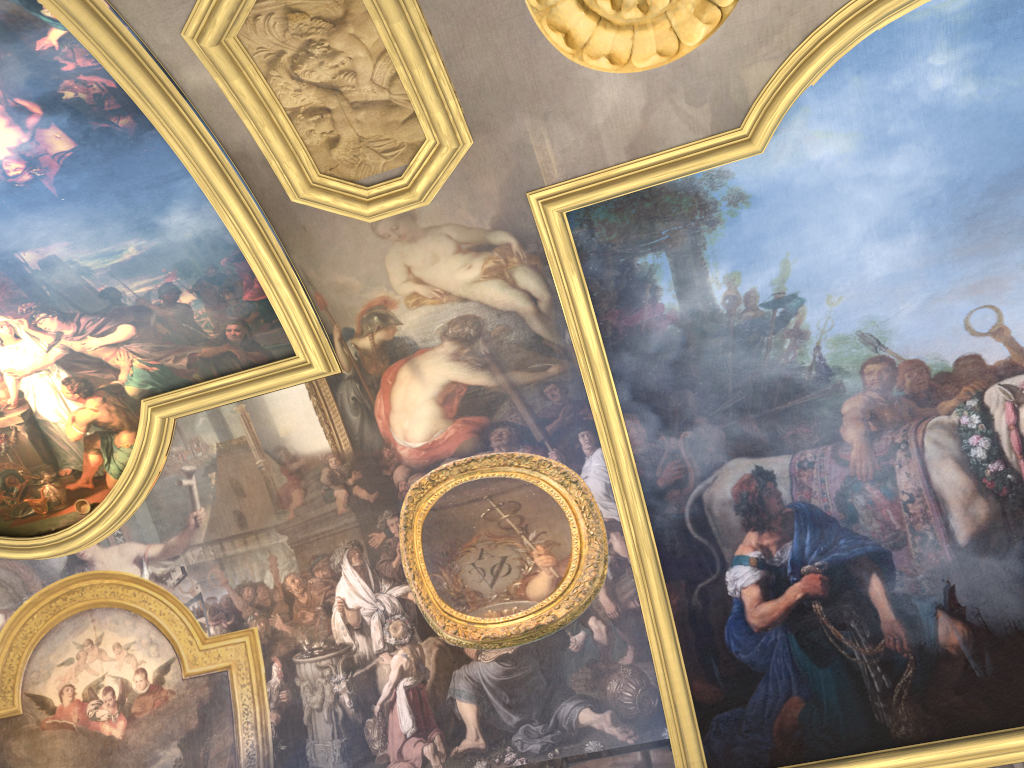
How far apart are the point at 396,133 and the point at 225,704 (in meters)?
7.35
